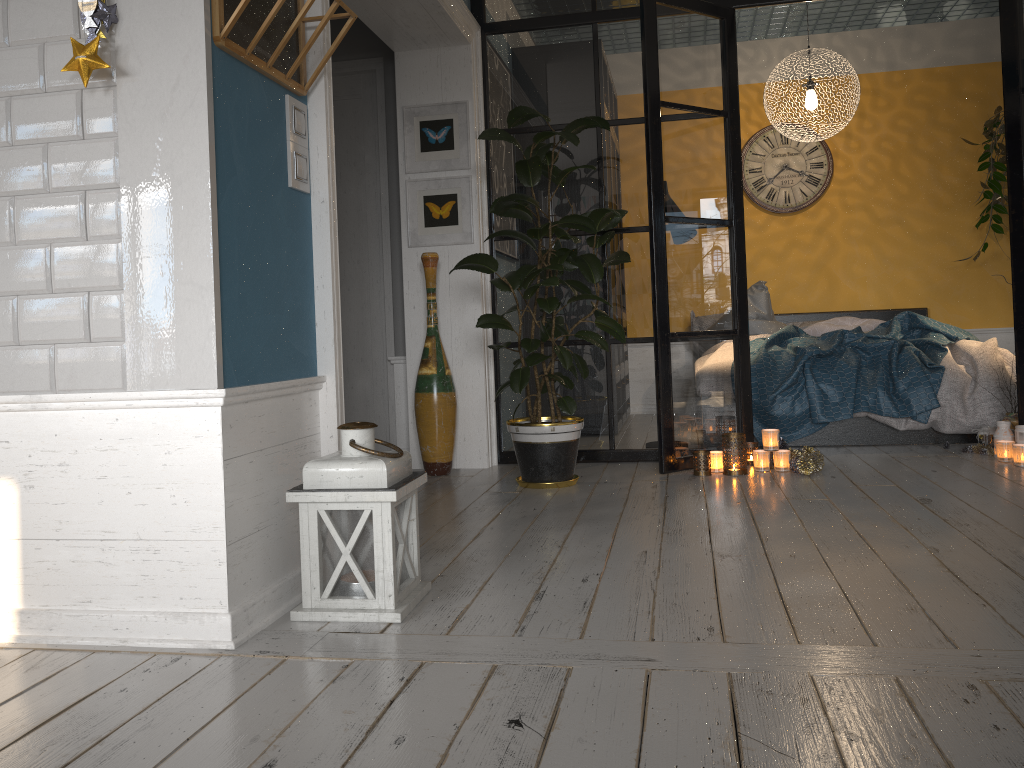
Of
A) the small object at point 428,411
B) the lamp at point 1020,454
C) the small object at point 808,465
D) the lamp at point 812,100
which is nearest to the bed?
the small object at point 808,465

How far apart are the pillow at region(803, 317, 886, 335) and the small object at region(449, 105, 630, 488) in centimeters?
234cm

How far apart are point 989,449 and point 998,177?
2.6 meters

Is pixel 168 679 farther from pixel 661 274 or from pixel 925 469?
pixel 925 469

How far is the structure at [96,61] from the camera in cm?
198

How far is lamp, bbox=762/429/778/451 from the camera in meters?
4.1

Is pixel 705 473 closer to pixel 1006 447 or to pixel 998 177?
pixel 1006 447

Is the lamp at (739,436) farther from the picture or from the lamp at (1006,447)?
the picture

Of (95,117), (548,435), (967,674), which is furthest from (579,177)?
(967,674)

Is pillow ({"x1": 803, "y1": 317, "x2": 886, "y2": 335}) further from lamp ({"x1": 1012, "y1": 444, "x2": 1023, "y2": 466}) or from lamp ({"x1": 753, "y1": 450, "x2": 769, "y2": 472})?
lamp ({"x1": 753, "y1": 450, "x2": 769, "y2": 472})
